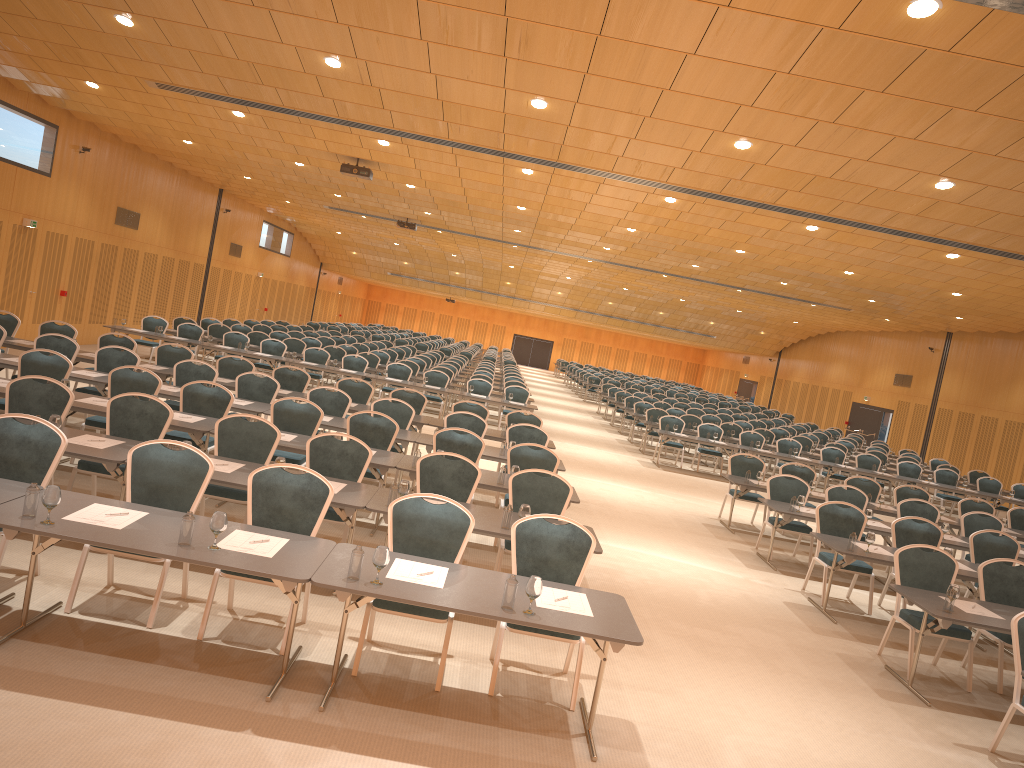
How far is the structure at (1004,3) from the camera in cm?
518

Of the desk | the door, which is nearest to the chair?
the desk

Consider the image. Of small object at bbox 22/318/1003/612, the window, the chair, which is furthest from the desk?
the window

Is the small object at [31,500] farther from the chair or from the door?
the door

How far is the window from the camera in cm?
3310

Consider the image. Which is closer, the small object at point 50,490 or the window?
the small object at point 50,490

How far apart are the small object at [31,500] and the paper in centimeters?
20cm

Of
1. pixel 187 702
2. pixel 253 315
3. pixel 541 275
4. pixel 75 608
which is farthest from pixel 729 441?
pixel 253 315

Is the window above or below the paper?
above

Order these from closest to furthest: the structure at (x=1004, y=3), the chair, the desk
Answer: the desk < the structure at (x=1004, y=3) < the chair
